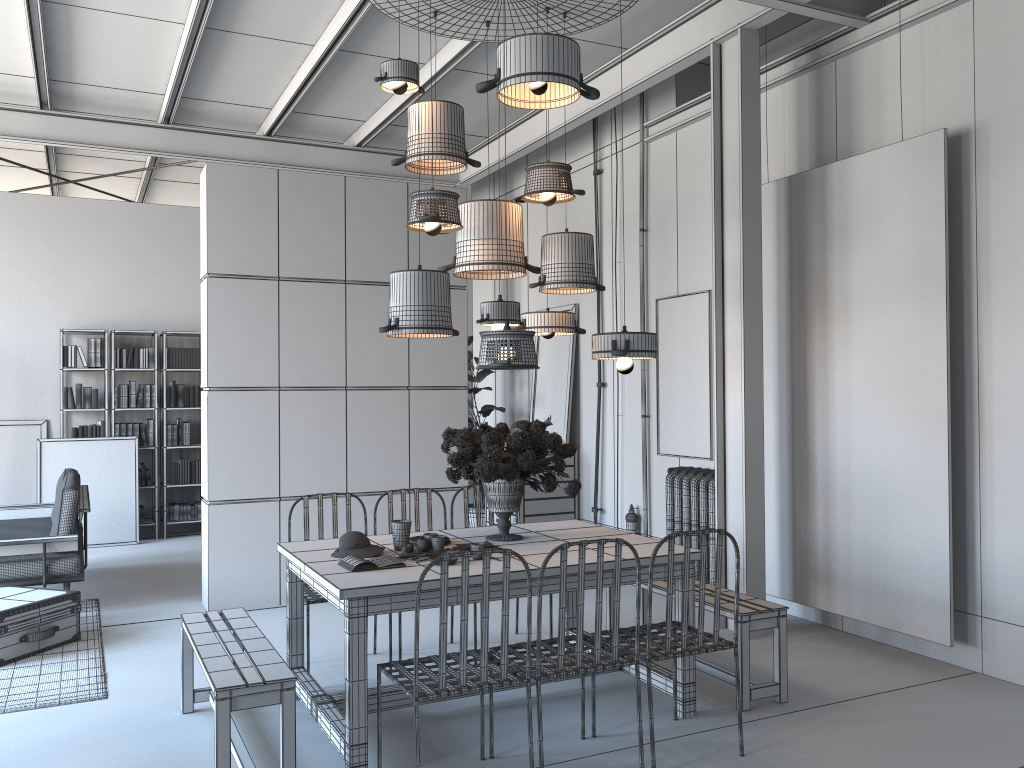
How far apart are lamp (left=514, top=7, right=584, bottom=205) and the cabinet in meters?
4.1 m

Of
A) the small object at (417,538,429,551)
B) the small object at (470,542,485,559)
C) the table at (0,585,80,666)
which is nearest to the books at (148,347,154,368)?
the table at (0,585,80,666)

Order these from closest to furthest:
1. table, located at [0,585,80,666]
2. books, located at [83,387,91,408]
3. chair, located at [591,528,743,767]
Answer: chair, located at [591,528,743,767]
table, located at [0,585,80,666]
books, located at [83,387,91,408]

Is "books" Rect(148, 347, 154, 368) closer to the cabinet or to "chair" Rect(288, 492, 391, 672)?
the cabinet

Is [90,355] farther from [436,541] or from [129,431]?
[436,541]

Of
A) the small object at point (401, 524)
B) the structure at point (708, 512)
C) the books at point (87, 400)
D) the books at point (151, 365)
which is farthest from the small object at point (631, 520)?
the books at point (87, 400)

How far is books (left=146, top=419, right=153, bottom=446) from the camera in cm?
973

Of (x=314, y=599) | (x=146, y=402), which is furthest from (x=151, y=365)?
(x=314, y=599)

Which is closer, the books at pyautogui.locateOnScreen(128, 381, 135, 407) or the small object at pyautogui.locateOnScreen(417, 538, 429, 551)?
the small object at pyautogui.locateOnScreen(417, 538, 429, 551)

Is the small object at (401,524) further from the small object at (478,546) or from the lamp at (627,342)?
the lamp at (627,342)
